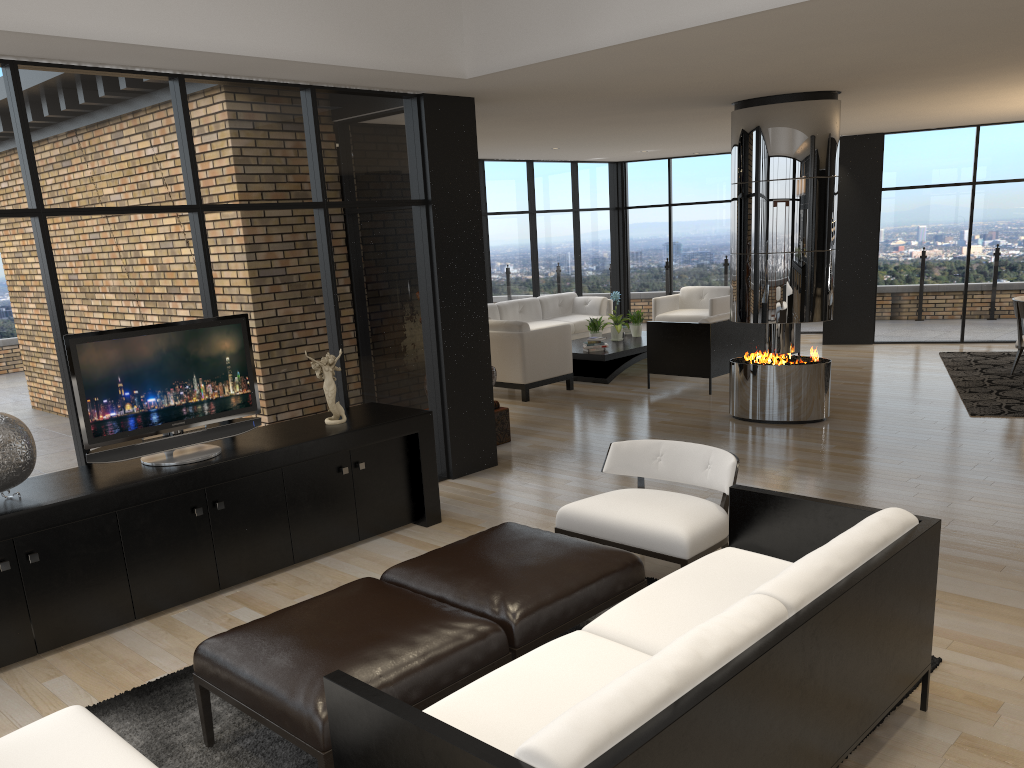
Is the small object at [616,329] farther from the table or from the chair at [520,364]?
the chair at [520,364]

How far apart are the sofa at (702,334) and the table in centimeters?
62cm

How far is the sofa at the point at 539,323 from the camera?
12.29m

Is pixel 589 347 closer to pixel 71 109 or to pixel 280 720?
pixel 71 109

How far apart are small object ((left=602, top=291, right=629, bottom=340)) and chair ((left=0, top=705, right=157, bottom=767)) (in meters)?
9.07

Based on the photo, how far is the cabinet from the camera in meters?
4.0 m

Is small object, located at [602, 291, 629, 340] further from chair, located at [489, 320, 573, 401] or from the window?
the window

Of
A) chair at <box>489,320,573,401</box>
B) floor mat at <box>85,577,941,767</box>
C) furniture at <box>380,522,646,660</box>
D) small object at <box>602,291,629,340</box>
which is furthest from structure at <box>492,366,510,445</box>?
small object at <box>602,291,629,340</box>

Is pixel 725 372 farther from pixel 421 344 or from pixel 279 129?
pixel 279 129

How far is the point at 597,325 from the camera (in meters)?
11.06
